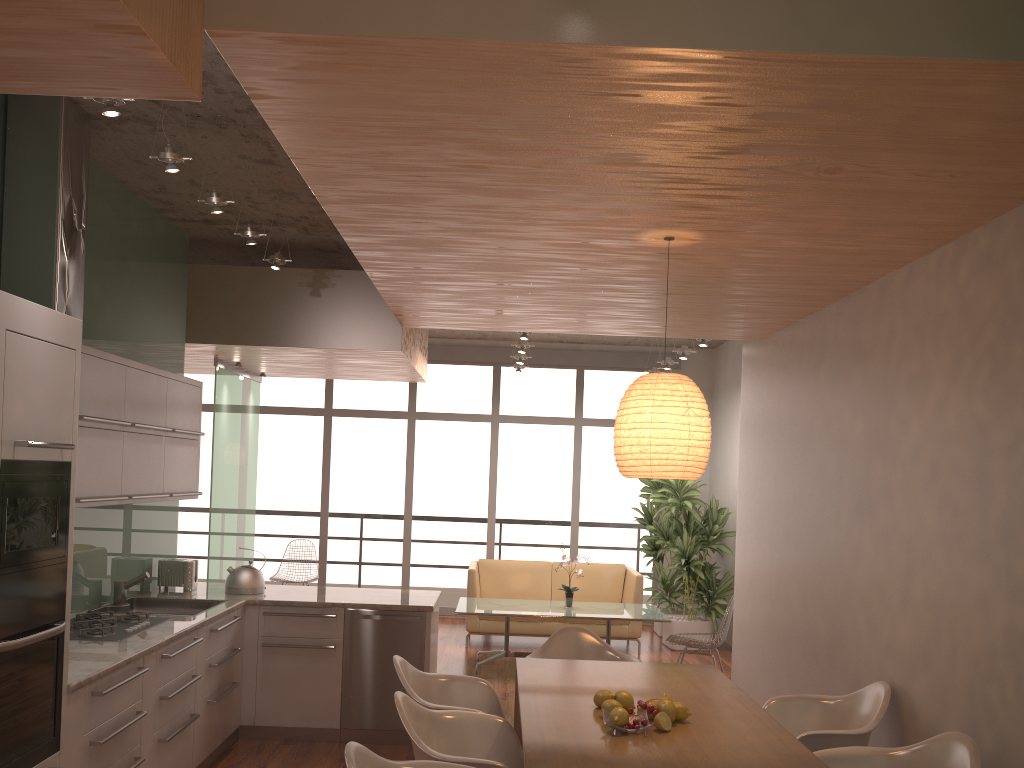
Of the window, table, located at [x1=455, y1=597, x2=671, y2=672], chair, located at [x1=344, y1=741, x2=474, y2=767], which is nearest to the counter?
chair, located at [x1=344, y1=741, x2=474, y2=767]

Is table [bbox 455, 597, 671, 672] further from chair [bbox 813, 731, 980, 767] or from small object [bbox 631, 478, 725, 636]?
chair [bbox 813, 731, 980, 767]

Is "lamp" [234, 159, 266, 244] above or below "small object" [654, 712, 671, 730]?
above

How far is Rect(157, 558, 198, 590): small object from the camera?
5.8 meters

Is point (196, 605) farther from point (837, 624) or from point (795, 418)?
point (795, 418)

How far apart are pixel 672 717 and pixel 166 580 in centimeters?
379cm

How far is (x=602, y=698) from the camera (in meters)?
3.51

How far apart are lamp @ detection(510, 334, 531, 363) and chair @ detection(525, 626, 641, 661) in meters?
4.4

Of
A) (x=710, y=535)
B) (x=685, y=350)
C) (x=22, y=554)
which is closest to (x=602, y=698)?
(x=22, y=554)

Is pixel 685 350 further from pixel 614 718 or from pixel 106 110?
pixel 106 110
